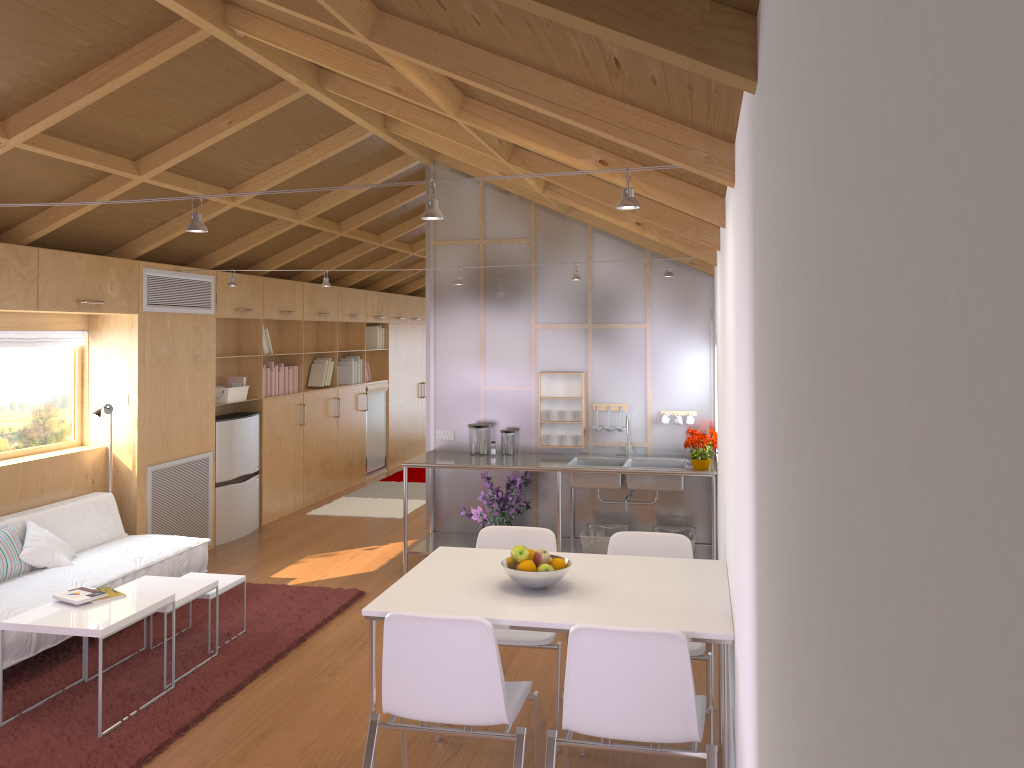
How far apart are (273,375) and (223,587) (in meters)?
3.45

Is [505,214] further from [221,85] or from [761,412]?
[761,412]

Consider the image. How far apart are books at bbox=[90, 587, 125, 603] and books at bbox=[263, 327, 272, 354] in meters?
3.8 m

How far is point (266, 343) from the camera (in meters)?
7.84

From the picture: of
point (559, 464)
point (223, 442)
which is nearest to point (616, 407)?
point (559, 464)

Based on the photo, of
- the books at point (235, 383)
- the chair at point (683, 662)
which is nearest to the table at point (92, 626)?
the chair at point (683, 662)

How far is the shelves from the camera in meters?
6.1

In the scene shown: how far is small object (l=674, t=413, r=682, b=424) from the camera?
6.3m

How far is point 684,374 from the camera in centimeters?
631cm

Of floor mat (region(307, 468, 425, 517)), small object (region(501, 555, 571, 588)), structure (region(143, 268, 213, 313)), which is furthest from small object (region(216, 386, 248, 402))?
small object (region(501, 555, 571, 588))
